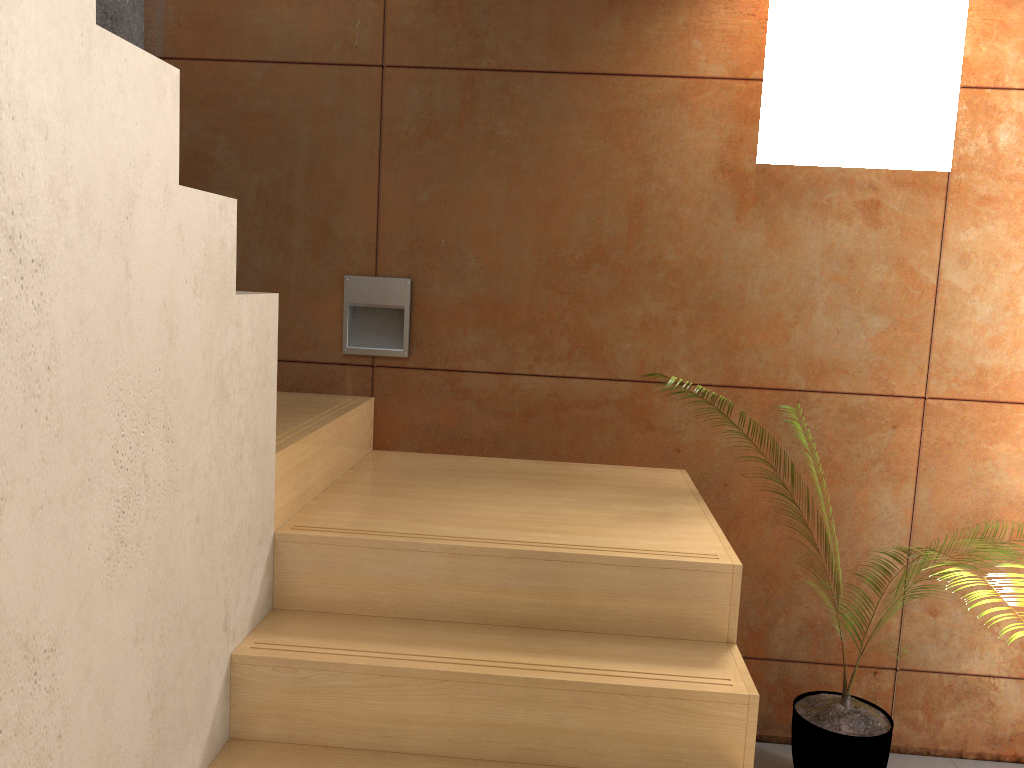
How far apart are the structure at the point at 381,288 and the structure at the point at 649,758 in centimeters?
18cm

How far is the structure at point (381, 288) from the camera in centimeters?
292cm

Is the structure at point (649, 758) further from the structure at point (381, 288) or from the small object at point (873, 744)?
the small object at point (873, 744)

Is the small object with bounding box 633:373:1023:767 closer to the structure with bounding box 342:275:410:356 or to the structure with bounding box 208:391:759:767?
the structure with bounding box 208:391:759:767

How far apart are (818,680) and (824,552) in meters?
0.4 m

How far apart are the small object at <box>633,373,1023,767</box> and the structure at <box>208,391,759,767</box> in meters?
0.6 m

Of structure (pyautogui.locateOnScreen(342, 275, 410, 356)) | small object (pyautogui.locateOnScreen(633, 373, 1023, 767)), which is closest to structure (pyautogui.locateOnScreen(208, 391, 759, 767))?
structure (pyautogui.locateOnScreen(342, 275, 410, 356))

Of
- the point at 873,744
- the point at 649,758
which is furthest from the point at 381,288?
the point at 873,744

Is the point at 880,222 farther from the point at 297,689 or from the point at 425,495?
the point at 297,689

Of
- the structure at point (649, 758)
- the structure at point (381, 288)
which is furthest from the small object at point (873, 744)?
the structure at point (381, 288)
